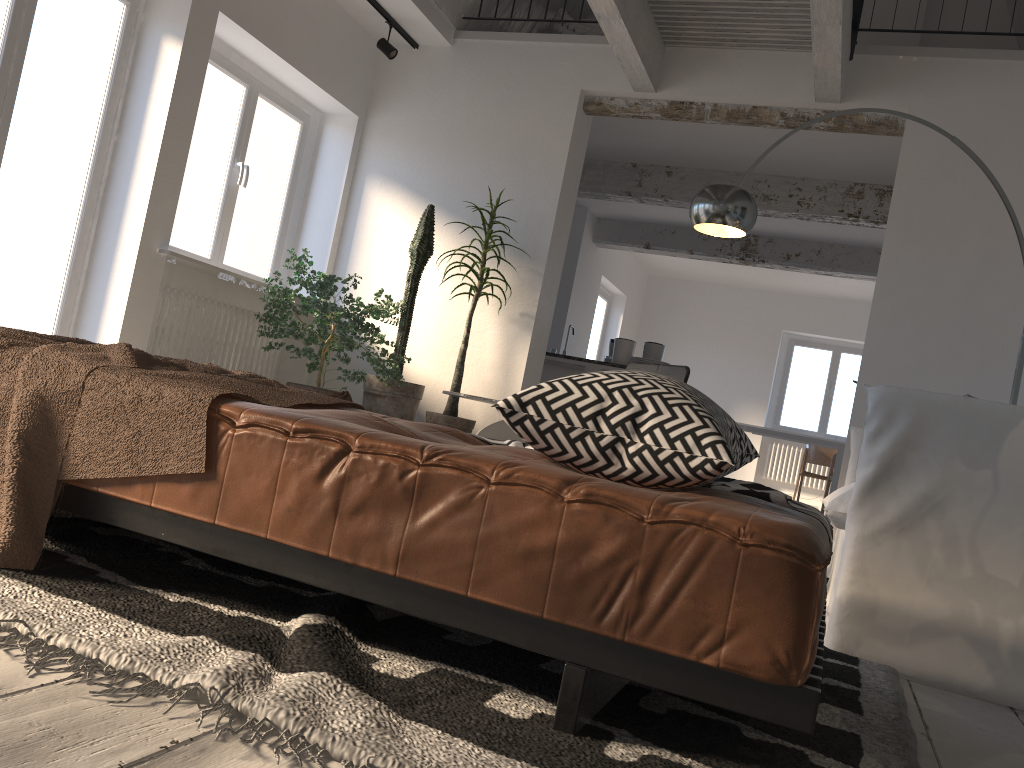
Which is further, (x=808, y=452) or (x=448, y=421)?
(x=808, y=452)

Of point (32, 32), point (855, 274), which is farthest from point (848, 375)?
point (32, 32)

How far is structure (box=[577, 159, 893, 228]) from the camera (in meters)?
7.45

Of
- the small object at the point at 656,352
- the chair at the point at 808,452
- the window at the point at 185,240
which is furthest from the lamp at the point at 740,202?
the chair at the point at 808,452

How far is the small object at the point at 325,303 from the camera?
5.28m

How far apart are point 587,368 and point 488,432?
4.0m

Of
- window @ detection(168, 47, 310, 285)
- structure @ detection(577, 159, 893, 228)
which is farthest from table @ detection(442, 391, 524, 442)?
structure @ detection(577, 159, 893, 228)

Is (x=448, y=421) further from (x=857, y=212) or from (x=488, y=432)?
(x=857, y=212)

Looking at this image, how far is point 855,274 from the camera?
9.49m

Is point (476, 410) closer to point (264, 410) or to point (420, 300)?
point (420, 300)
